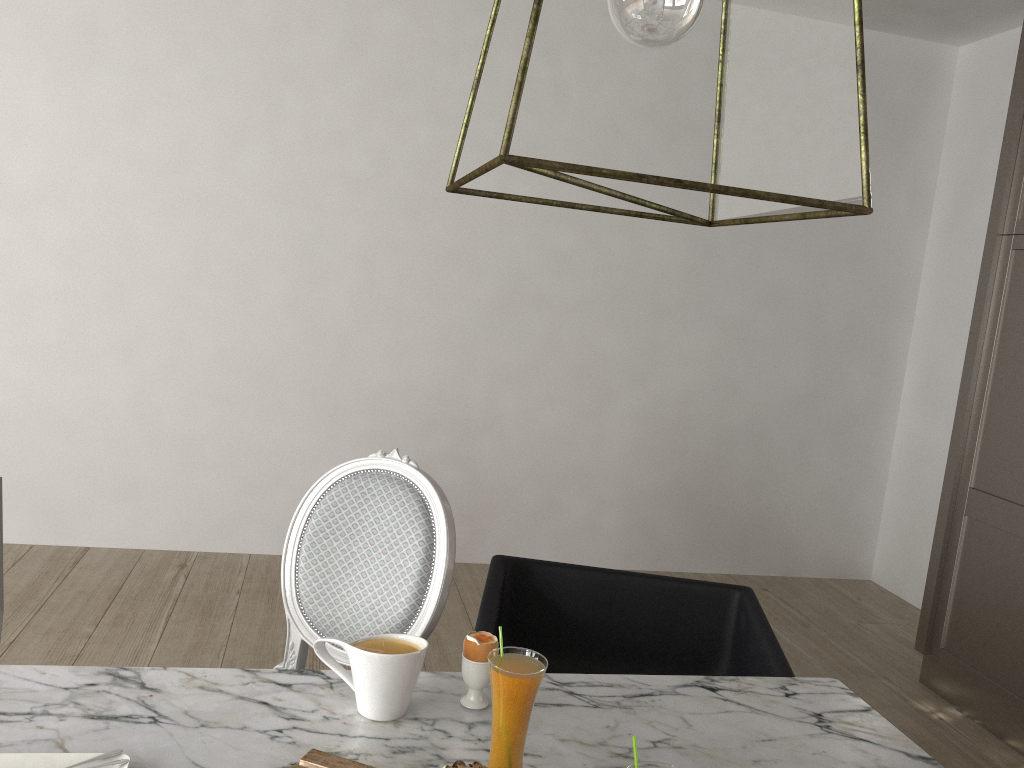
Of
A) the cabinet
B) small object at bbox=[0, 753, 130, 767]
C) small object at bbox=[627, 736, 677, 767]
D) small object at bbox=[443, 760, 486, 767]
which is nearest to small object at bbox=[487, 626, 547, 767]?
small object at bbox=[443, 760, 486, 767]

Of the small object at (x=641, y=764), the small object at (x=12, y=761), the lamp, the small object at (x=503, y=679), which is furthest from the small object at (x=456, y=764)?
the lamp

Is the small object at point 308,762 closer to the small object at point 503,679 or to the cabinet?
the small object at point 503,679

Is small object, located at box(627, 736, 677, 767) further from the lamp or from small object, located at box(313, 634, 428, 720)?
the lamp

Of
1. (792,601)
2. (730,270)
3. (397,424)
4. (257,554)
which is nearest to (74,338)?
(257,554)

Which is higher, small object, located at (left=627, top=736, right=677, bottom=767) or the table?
small object, located at (left=627, top=736, right=677, bottom=767)

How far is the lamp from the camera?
0.71m

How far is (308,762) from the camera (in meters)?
1.01

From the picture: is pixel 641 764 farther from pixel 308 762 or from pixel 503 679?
pixel 308 762

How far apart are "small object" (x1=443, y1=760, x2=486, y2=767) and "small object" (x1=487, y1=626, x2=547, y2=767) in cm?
7
